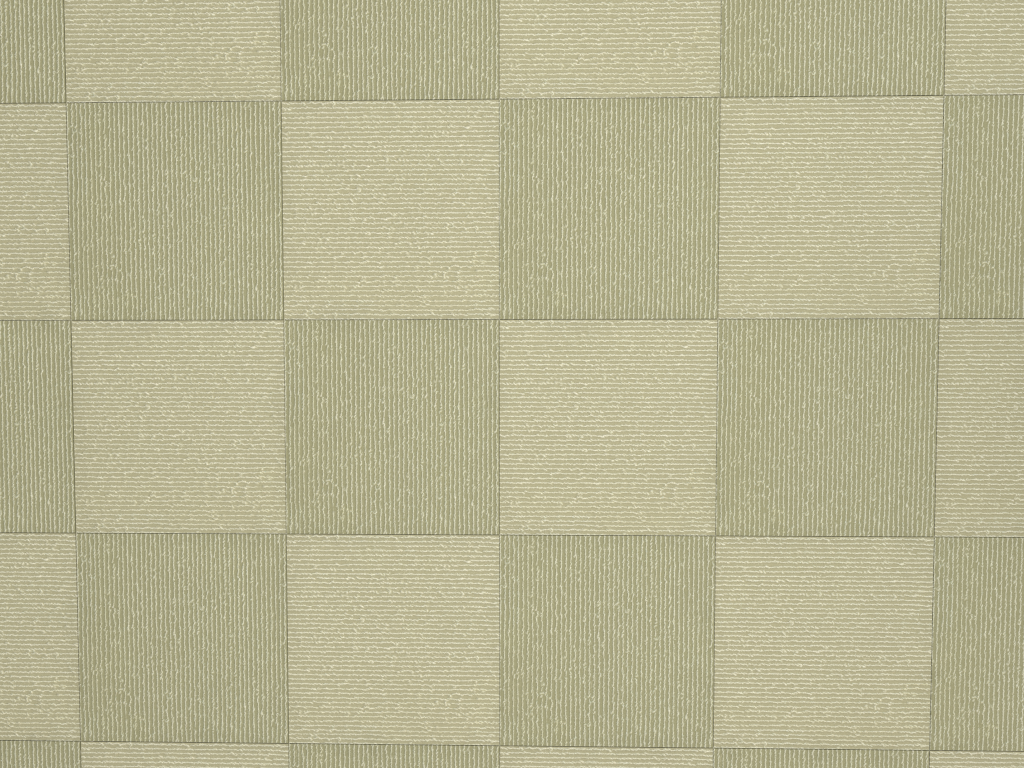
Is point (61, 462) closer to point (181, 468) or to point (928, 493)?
point (181, 468)
